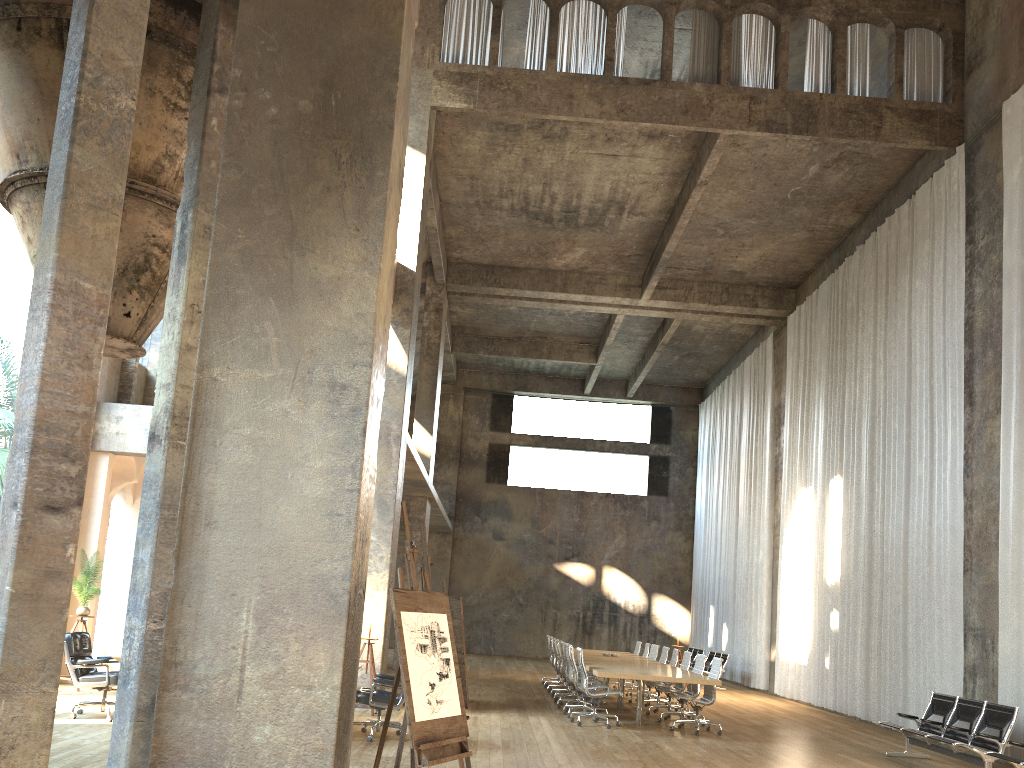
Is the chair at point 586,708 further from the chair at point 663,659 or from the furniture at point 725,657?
the furniture at point 725,657

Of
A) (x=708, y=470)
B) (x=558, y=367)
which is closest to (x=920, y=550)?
(x=708, y=470)

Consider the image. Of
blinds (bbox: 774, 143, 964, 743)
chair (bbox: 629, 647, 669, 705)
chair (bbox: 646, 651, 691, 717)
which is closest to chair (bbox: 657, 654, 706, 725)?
chair (bbox: 646, 651, 691, 717)

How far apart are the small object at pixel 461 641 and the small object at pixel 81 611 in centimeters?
675cm

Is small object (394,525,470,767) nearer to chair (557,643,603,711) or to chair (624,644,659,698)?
chair (557,643,603,711)

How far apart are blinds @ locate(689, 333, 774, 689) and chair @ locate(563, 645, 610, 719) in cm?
895

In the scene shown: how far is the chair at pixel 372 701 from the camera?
8.92m

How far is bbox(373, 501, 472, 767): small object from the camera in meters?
5.0 m

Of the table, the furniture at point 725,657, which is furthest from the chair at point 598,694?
the furniture at point 725,657

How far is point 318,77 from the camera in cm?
601
